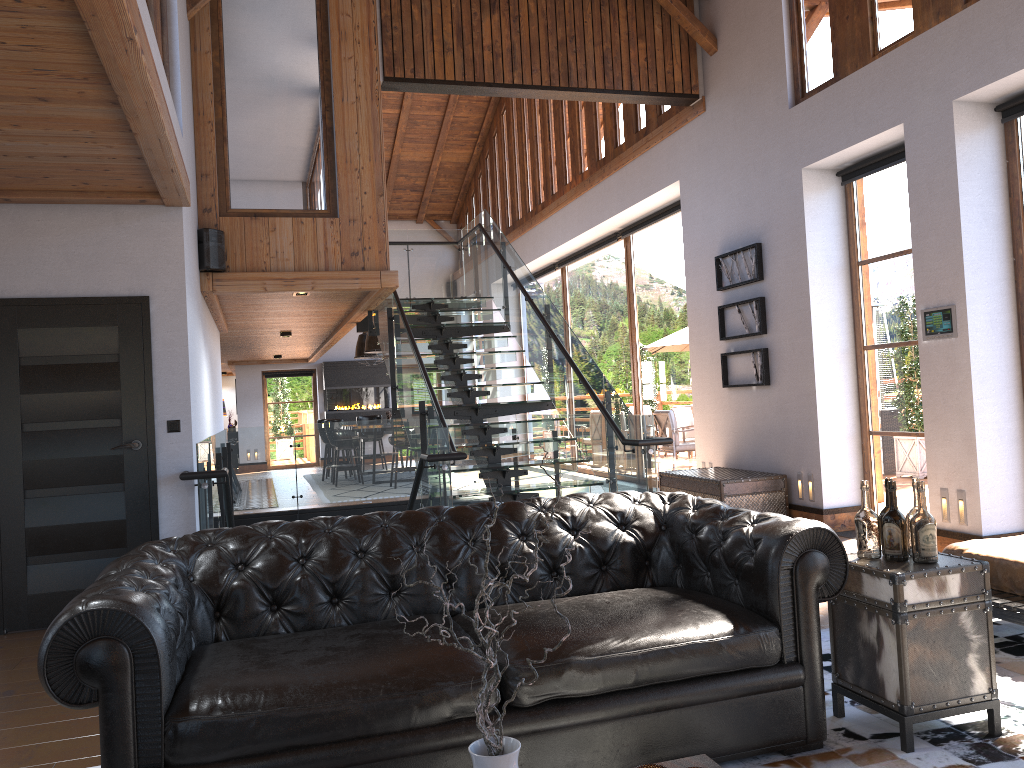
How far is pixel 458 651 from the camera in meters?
2.8

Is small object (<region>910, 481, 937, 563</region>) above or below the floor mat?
above

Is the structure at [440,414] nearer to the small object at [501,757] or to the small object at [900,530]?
the small object at [900,530]

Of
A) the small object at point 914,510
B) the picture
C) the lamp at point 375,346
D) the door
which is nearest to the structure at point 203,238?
the door

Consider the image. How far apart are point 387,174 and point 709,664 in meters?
16.8

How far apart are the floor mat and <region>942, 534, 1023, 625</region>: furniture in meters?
0.2 m

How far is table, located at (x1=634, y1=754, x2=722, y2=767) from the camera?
2.1m

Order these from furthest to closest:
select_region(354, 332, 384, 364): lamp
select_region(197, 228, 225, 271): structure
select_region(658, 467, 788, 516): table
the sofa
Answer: select_region(354, 332, 384, 364): lamp < select_region(658, 467, 788, 516): table < select_region(197, 228, 225, 271): structure < the sofa

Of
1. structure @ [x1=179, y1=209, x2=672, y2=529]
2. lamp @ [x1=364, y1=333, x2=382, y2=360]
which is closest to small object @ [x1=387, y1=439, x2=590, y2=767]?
structure @ [x1=179, y1=209, x2=672, y2=529]

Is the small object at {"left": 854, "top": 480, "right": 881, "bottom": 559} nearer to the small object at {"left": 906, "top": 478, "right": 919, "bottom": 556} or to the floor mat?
the small object at {"left": 906, "top": 478, "right": 919, "bottom": 556}
